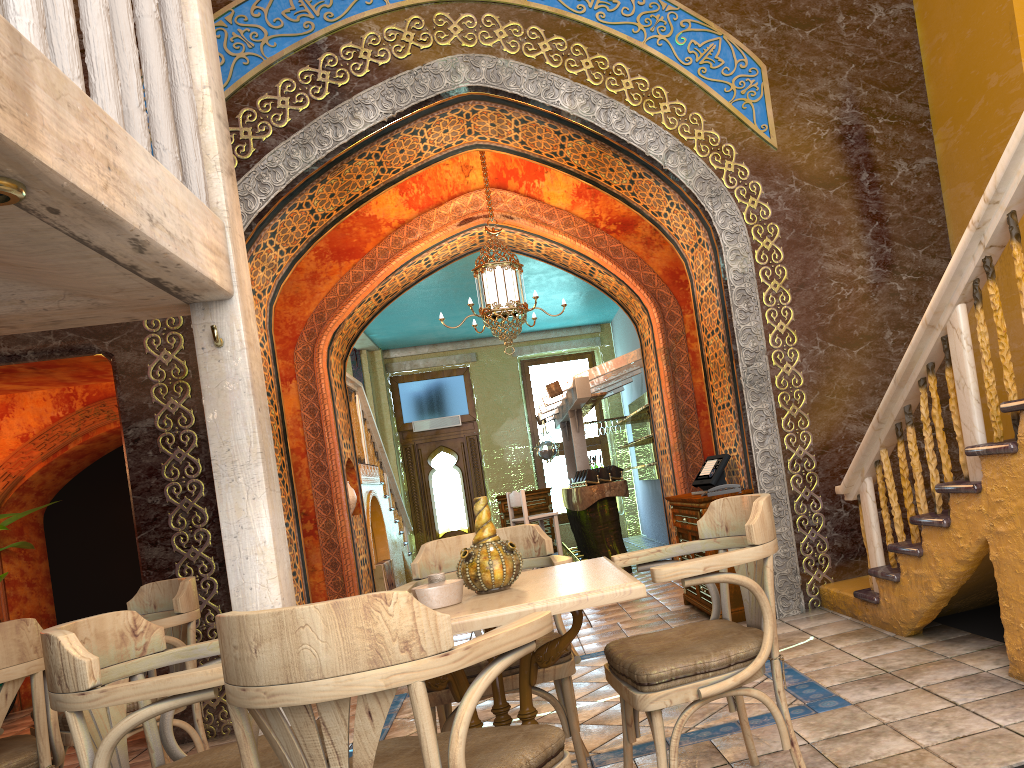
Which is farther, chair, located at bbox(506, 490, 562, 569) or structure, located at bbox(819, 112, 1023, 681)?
chair, located at bbox(506, 490, 562, 569)

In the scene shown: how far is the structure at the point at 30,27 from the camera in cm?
288

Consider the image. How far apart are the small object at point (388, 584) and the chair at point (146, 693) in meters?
8.2

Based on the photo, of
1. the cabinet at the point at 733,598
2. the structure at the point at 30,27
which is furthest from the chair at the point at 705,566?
the cabinet at the point at 733,598

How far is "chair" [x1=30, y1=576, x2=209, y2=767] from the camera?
4.5 meters

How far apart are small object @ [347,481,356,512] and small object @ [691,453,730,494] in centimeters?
443cm

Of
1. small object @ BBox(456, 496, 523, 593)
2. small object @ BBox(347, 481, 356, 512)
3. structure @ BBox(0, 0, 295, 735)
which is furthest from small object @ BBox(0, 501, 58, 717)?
small object @ BBox(456, 496, 523, 593)

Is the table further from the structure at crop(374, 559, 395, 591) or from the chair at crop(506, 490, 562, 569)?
the chair at crop(506, 490, 562, 569)

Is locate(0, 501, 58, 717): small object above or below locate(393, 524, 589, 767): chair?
above

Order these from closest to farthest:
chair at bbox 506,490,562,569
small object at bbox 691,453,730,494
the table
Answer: the table
small object at bbox 691,453,730,494
chair at bbox 506,490,562,569
